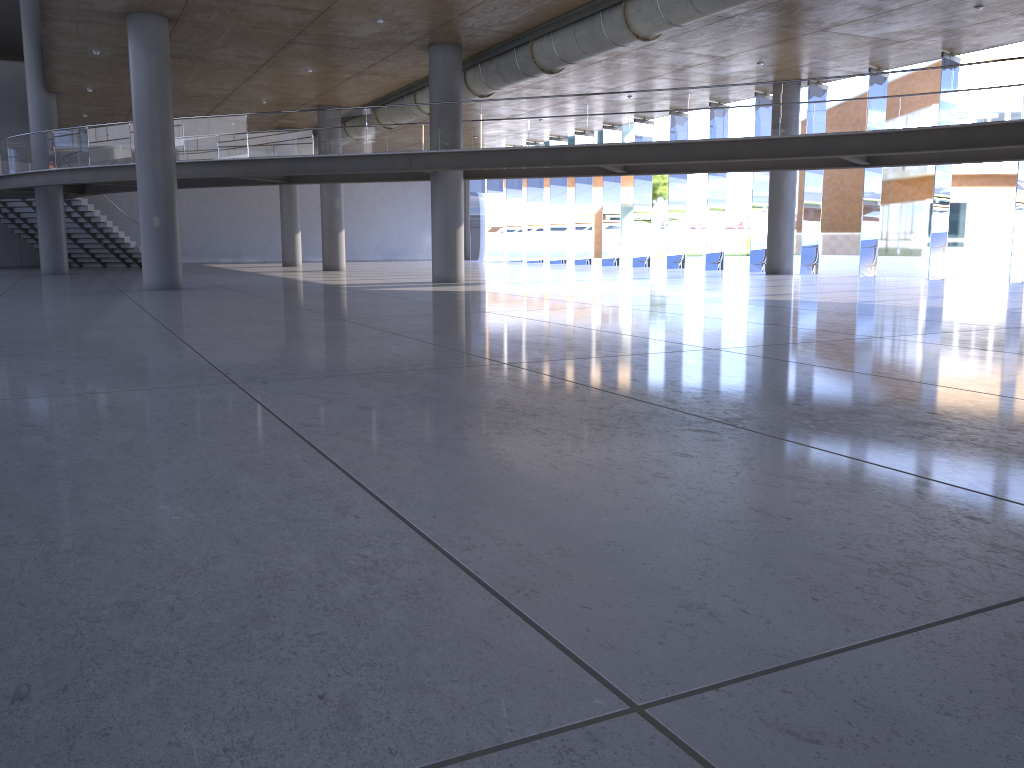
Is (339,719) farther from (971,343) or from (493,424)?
(971,343)

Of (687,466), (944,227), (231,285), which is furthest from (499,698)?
(944,227)
